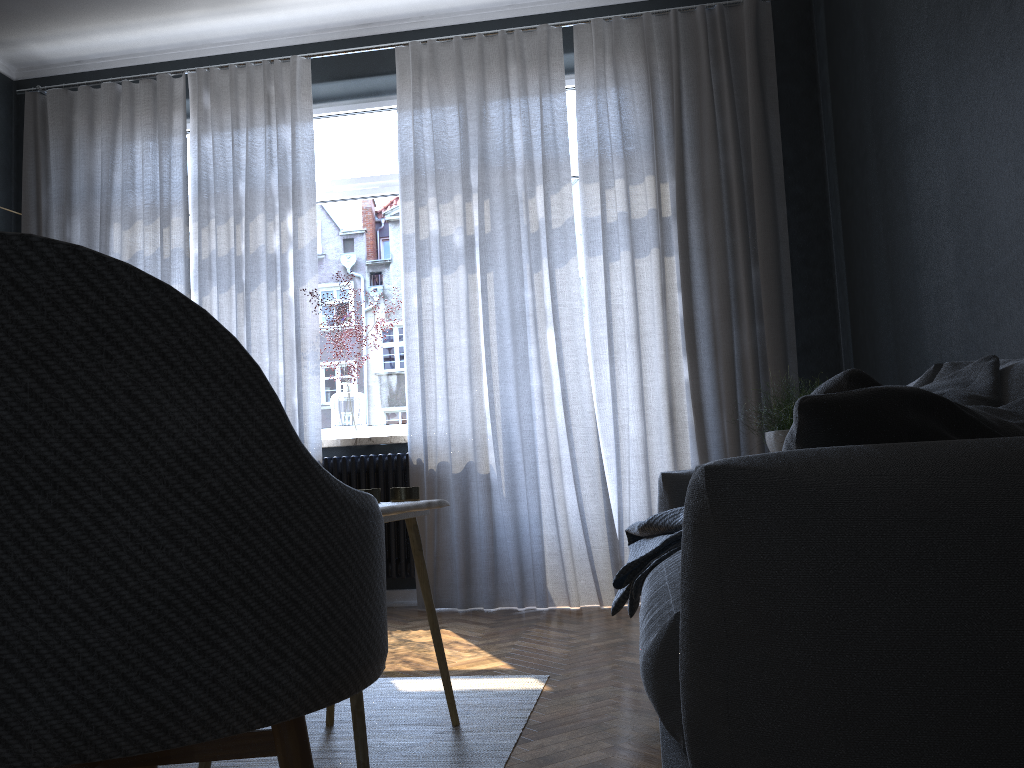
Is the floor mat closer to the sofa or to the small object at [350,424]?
the sofa

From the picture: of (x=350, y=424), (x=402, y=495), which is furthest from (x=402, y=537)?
(x=402, y=495)

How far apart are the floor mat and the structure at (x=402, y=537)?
1.6 meters

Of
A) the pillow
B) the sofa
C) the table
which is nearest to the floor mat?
the table

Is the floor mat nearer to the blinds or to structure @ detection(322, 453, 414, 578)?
the blinds

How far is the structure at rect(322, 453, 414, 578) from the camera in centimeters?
423cm

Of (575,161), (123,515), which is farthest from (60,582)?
(575,161)

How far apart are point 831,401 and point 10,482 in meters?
→ 0.8 m

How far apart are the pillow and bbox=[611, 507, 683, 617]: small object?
0.87m

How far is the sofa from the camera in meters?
0.8
